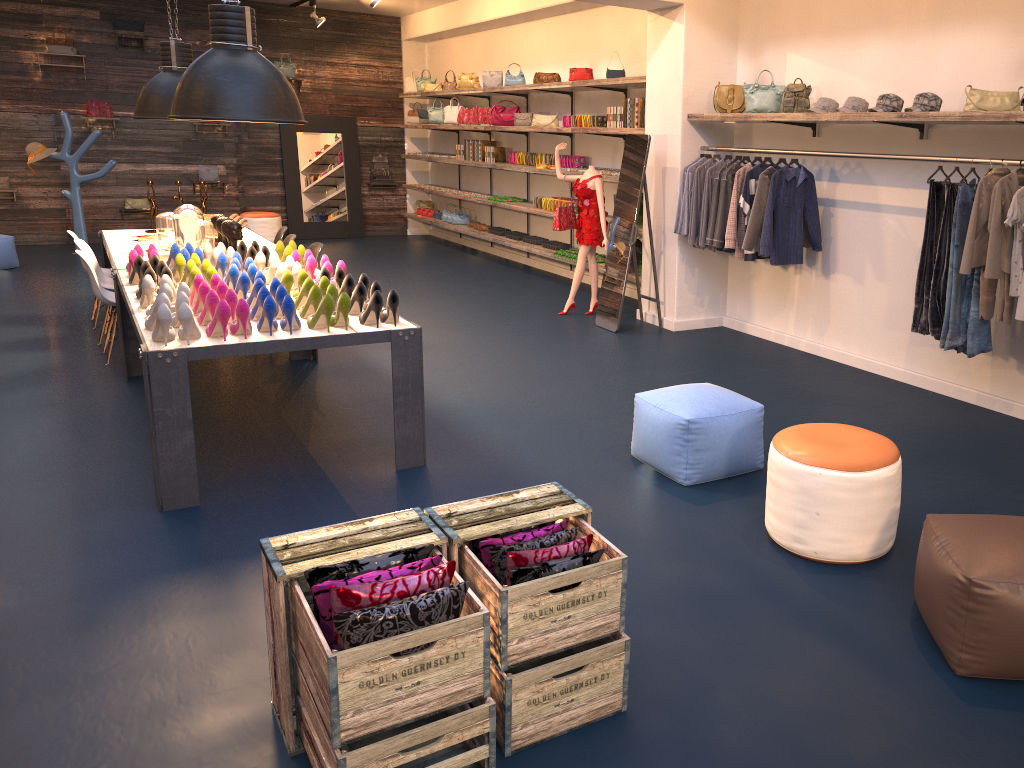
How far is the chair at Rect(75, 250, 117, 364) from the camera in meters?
6.6 m

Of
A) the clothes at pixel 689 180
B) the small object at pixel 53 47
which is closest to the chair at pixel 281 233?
the clothes at pixel 689 180

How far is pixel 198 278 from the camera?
4.9m

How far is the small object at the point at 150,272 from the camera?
5.0m

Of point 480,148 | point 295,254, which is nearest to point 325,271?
point 295,254

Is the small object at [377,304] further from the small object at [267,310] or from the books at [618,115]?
the books at [618,115]

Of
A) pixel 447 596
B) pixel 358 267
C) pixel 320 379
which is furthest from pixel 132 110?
pixel 447 596

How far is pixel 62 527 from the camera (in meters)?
4.05

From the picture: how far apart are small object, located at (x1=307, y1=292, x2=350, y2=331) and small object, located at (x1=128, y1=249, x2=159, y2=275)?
2.0 meters

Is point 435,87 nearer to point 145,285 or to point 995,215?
point 145,285
